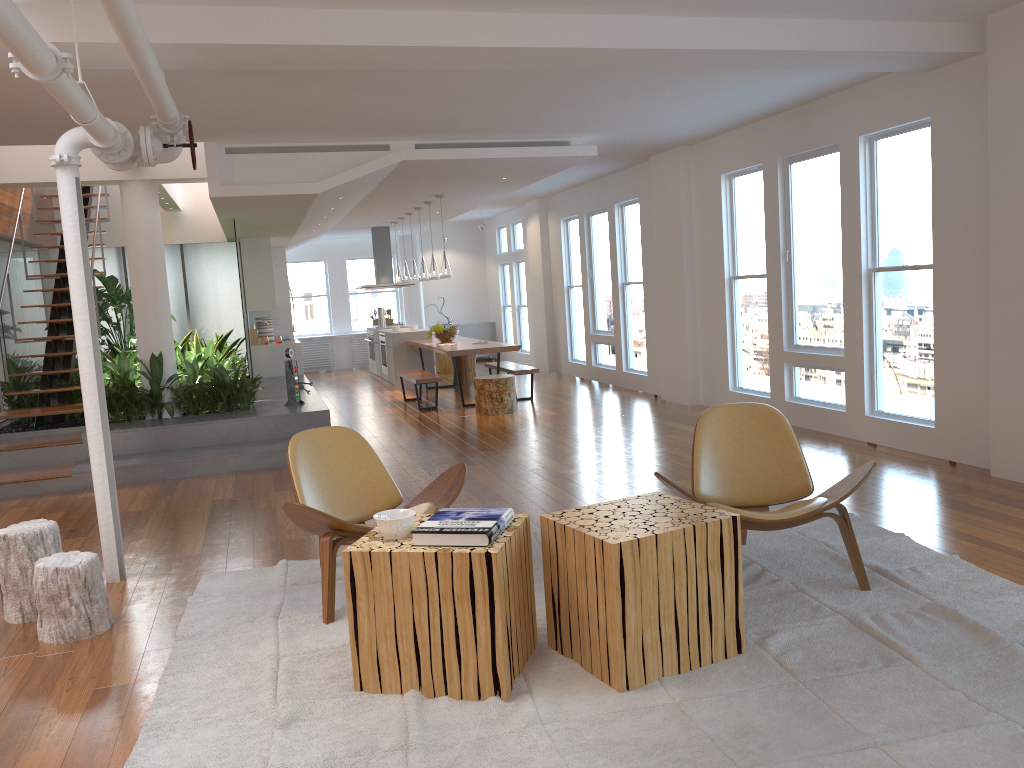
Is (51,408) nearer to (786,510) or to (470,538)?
(470,538)

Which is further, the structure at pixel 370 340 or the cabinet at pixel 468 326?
the cabinet at pixel 468 326

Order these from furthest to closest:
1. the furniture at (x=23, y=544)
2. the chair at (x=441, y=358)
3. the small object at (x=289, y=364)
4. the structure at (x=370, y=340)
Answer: the chair at (x=441, y=358) < the structure at (x=370, y=340) < the small object at (x=289, y=364) < the furniture at (x=23, y=544)

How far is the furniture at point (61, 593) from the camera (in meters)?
3.75

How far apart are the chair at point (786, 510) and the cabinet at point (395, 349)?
8.9m

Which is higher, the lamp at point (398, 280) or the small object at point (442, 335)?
the lamp at point (398, 280)

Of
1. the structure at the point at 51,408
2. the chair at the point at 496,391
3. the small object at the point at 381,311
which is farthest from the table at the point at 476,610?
the small object at the point at 381,311

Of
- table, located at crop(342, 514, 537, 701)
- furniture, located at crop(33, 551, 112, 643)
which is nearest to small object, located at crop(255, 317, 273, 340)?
furniture, located at crop(33, 551, 112, 643)

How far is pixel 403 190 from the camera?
9.87m

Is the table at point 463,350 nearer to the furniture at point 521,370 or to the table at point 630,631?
the furniture at point 521,370
